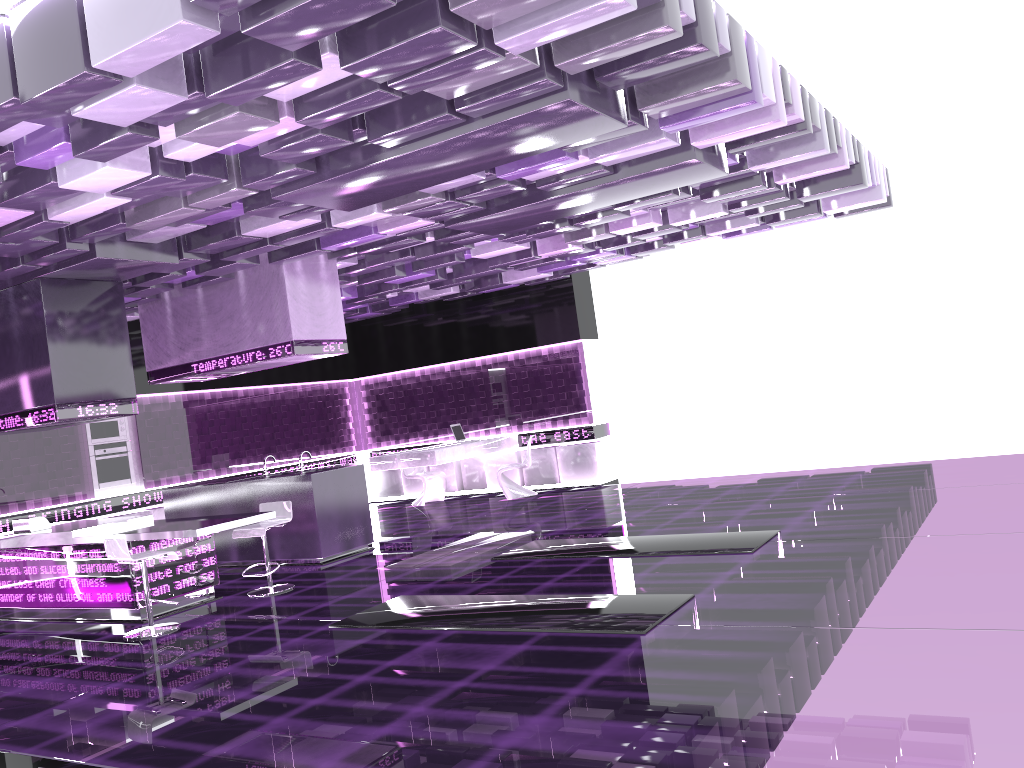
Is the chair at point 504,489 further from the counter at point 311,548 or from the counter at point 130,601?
the counter at point 130,601

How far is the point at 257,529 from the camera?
7.61m

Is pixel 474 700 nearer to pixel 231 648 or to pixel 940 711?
pixel 940 711

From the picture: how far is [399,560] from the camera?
8.5m

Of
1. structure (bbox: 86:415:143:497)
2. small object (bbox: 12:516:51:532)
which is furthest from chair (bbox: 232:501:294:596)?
structure (bbox: 86:415:143:497)

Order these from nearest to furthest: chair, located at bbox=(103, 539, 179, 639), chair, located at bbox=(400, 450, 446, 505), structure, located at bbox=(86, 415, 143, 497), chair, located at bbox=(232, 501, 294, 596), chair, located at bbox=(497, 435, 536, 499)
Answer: chair, located at bbox=(103, 539, 179, 639) < chair, located at bbox=(232, 501, 294, 596) < structure, located at bbox=(86, 415, 143, 497) < chair, located at bbox=(497, 435, 536, 499) < chair, located at bbox=(400, 450, 446, 505)

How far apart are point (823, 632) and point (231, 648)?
3.7m

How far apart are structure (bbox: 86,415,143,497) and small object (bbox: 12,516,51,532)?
2.78m

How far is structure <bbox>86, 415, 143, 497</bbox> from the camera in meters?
11.0

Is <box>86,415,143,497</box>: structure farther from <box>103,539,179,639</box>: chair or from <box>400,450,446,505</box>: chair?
<box>103,539,179,639</box>: chair
